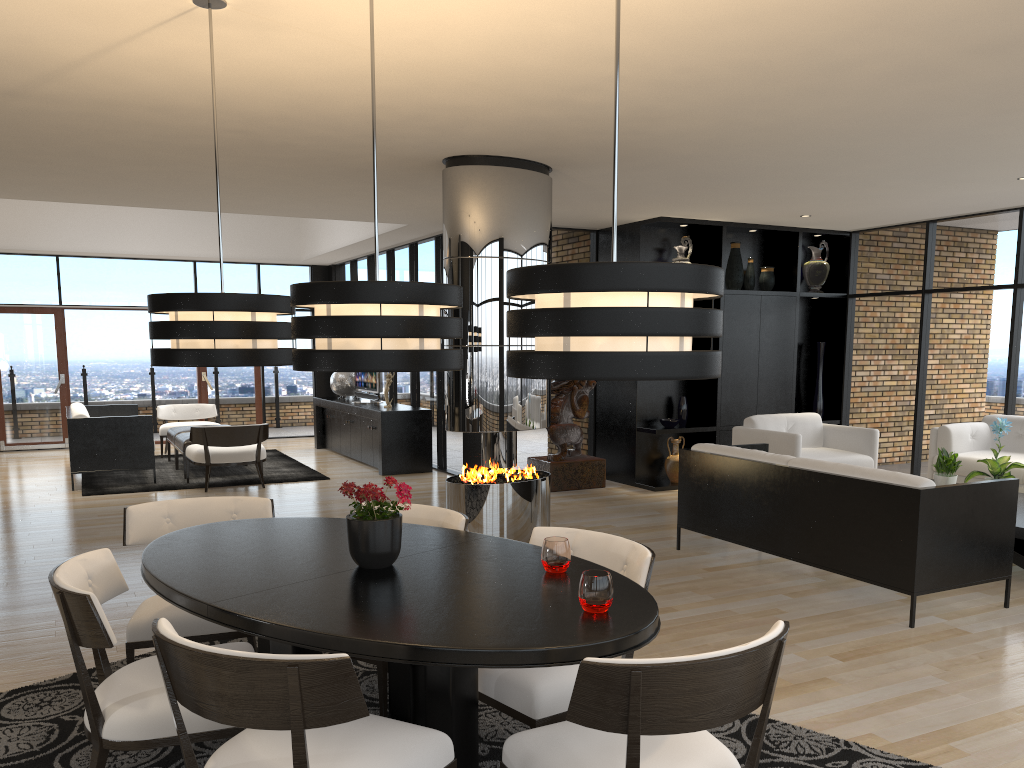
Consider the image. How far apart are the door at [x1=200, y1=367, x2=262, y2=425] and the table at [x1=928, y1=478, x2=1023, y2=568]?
10.8 meters

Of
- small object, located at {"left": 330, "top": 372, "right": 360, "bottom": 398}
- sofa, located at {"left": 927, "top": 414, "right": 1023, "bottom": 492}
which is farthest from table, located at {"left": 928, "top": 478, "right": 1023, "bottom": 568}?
small object, located at {"left": 330, "top": 372, "right": 360, "bottom": 398}

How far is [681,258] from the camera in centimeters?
910cm

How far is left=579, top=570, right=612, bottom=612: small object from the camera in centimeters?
234cm

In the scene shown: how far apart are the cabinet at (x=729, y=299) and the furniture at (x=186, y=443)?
4.5m

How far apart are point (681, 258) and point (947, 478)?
3.5m

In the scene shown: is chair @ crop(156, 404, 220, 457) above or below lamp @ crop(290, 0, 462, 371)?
below

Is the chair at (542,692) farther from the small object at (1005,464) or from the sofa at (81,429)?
the sofa at (81,429)

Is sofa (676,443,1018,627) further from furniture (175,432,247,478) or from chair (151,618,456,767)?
furniture (175,432,247,478)

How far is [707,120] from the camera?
5.1m
